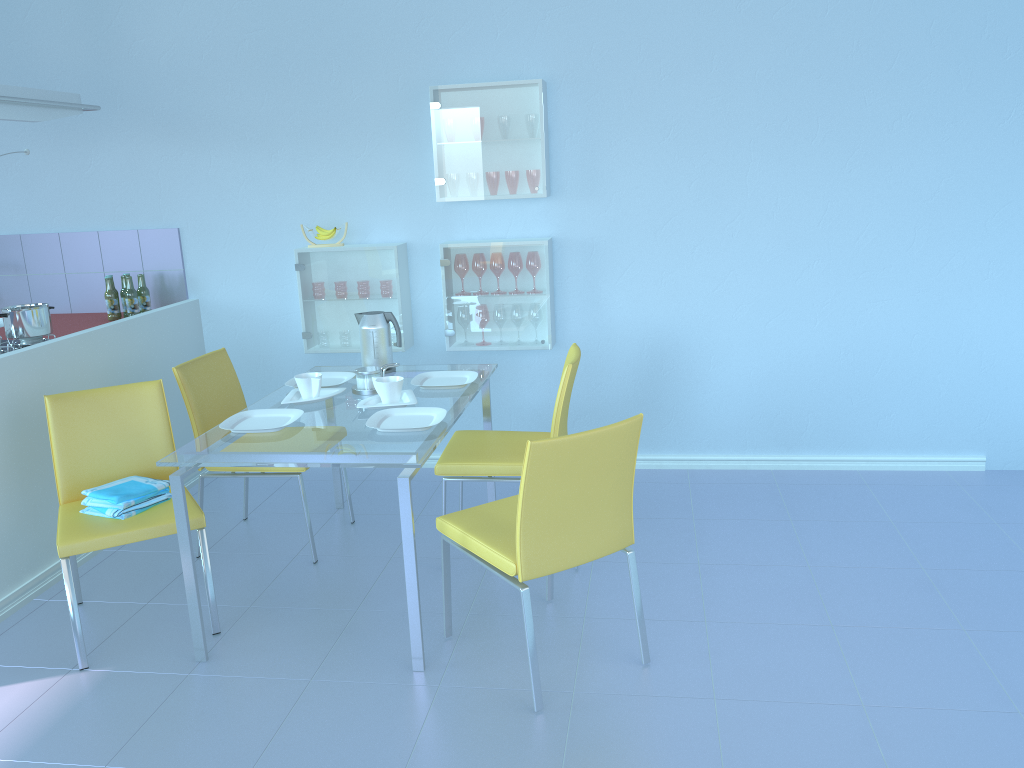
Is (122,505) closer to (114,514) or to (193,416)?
(114,514)

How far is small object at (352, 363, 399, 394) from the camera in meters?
3.0 m

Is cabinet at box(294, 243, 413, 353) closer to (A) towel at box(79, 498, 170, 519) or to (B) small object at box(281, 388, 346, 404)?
(B) small object at box(281, 388, 346, 404)

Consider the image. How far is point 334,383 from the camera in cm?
315

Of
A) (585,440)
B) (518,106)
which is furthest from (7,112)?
(585,440)

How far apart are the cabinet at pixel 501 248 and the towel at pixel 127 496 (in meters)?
1.41

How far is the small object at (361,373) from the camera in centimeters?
298cm

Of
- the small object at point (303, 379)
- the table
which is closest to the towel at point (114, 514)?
the table

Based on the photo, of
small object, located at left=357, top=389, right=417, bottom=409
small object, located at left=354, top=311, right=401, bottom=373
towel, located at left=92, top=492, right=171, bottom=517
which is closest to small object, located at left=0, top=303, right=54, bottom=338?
towel, located at left=92, top=492, right=171, bottom=517

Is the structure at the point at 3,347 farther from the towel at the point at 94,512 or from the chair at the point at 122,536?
the towel at the point at 94,512
